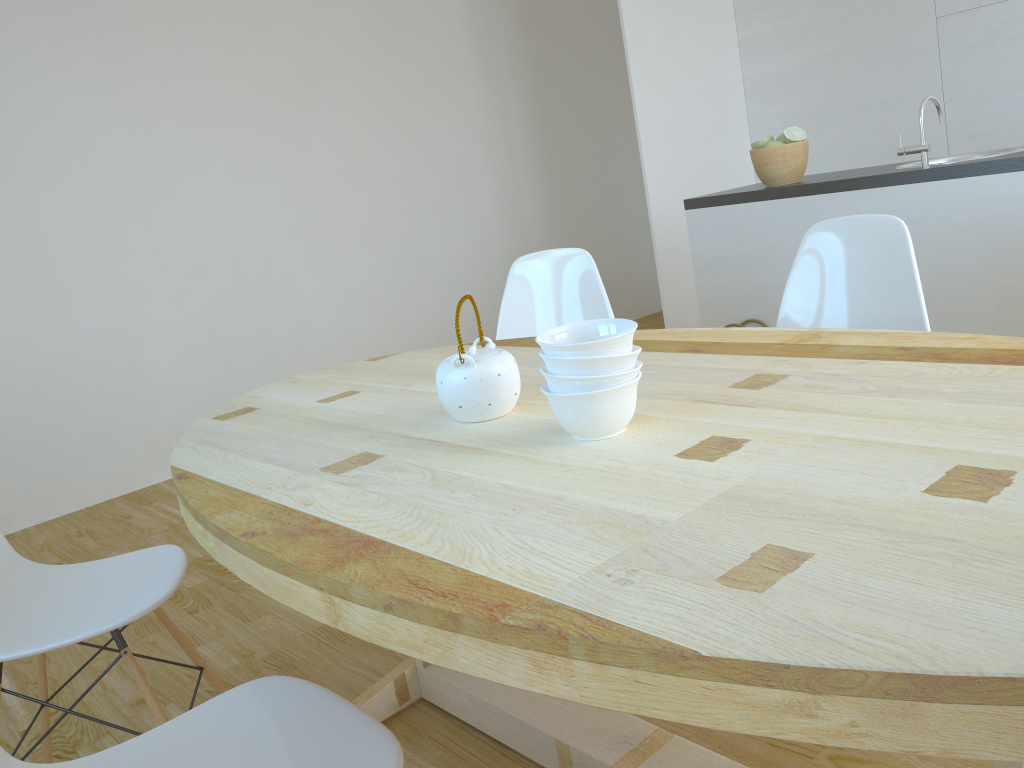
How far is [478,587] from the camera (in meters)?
0.89

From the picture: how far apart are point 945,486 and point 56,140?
4.1 meters

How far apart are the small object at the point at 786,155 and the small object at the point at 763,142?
0.05m

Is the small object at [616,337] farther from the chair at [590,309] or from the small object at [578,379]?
the chair at [590,309]

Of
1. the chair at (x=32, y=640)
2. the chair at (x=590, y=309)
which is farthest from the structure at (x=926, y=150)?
the chair at (x=32, y=640)

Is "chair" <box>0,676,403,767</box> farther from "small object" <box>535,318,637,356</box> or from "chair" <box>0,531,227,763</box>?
"small object" <box>535,318,637,356</box>

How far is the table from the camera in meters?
0.7 m

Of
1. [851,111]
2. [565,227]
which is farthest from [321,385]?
[565,227]

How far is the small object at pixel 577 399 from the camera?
1.3m

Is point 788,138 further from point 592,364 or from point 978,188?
point 592,364
